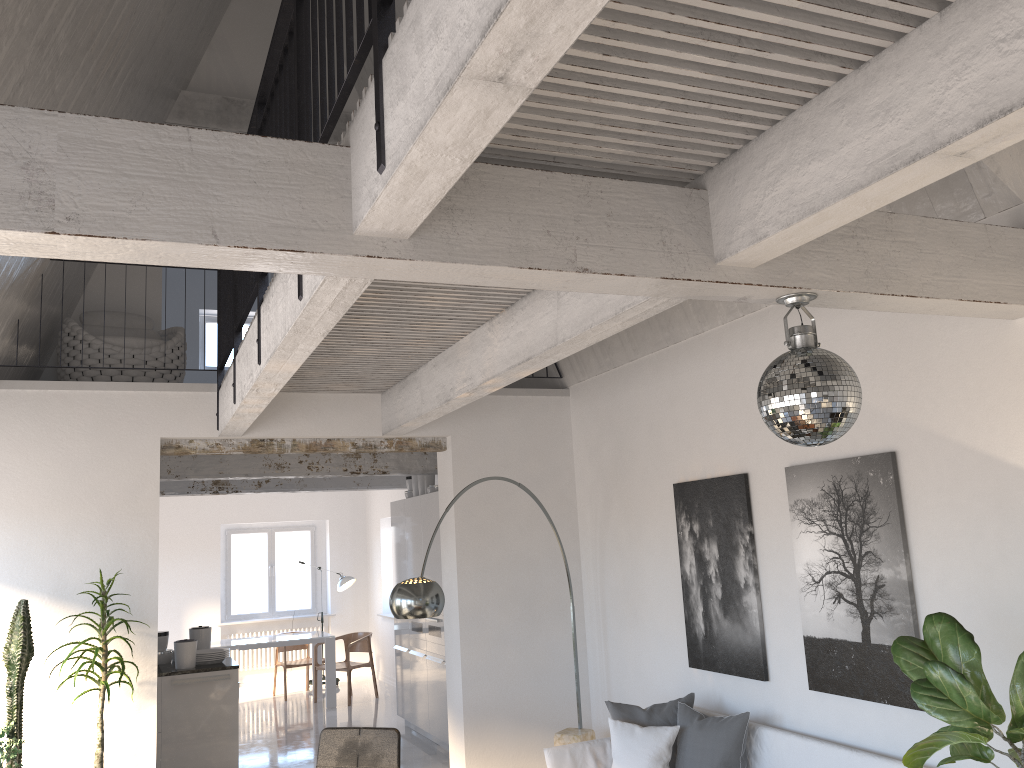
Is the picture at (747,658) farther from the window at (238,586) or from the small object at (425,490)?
the window at (238,586)

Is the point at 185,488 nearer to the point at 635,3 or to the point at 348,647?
the point at 348,647

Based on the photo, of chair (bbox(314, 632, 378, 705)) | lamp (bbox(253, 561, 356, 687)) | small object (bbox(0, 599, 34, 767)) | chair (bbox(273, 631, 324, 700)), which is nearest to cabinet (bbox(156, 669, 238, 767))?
small object (bbox(0, 599, 34, 767))

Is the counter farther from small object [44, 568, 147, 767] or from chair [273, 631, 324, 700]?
chair [273, 631, 324, 700]

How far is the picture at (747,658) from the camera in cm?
511

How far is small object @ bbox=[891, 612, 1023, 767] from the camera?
2.8m

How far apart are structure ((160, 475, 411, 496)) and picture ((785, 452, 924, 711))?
6.9 meters

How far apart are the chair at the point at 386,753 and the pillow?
1.3m

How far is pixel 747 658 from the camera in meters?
5.1

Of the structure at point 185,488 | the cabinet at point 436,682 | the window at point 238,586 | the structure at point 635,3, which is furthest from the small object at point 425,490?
the window at point 238,586
